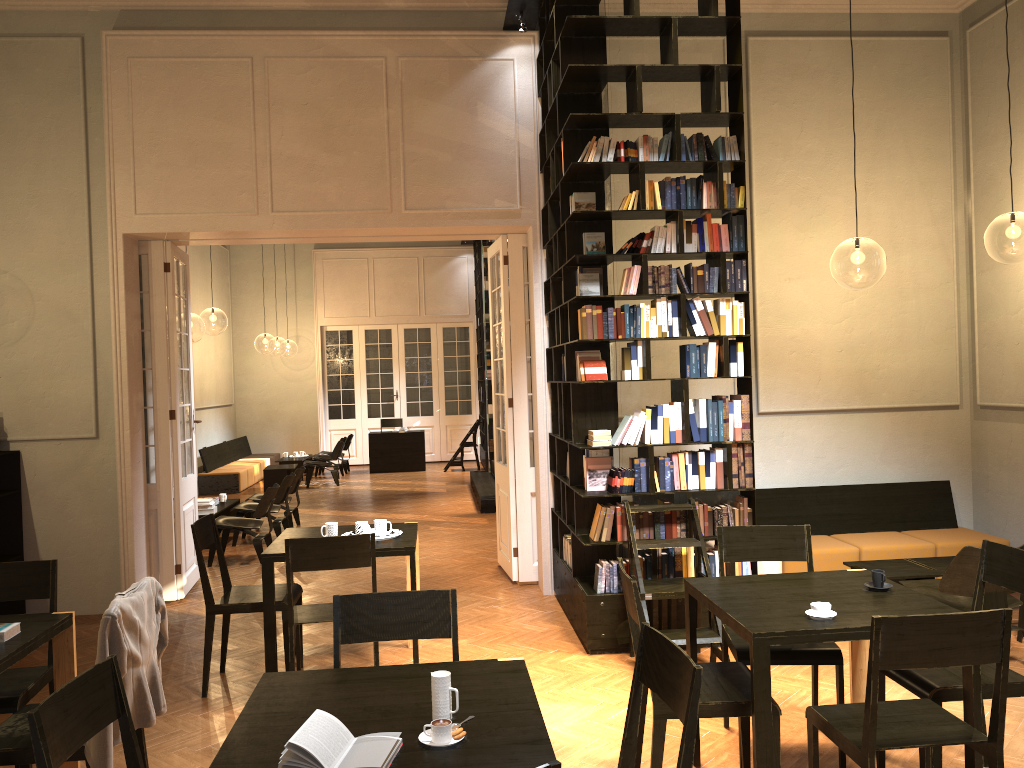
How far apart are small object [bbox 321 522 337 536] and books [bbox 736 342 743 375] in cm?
296

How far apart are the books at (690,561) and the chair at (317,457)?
12.52m

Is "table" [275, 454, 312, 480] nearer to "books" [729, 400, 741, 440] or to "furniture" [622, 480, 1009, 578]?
"furniture" [622, 480, 1009, 578]

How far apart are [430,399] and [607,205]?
14.2m

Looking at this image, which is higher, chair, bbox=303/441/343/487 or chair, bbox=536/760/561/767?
chair, bbox=536/760/561/767

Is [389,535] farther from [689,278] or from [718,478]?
[689,278]

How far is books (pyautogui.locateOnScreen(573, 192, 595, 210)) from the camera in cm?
637

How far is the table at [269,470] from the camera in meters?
15.8

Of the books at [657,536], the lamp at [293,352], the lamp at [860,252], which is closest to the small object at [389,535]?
the books at [657,536]

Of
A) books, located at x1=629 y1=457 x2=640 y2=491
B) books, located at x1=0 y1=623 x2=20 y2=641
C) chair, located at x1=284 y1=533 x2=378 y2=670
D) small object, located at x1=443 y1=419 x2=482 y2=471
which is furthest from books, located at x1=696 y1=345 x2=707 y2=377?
small object, located at x1=443 y1=419 x2=482 y2=471
